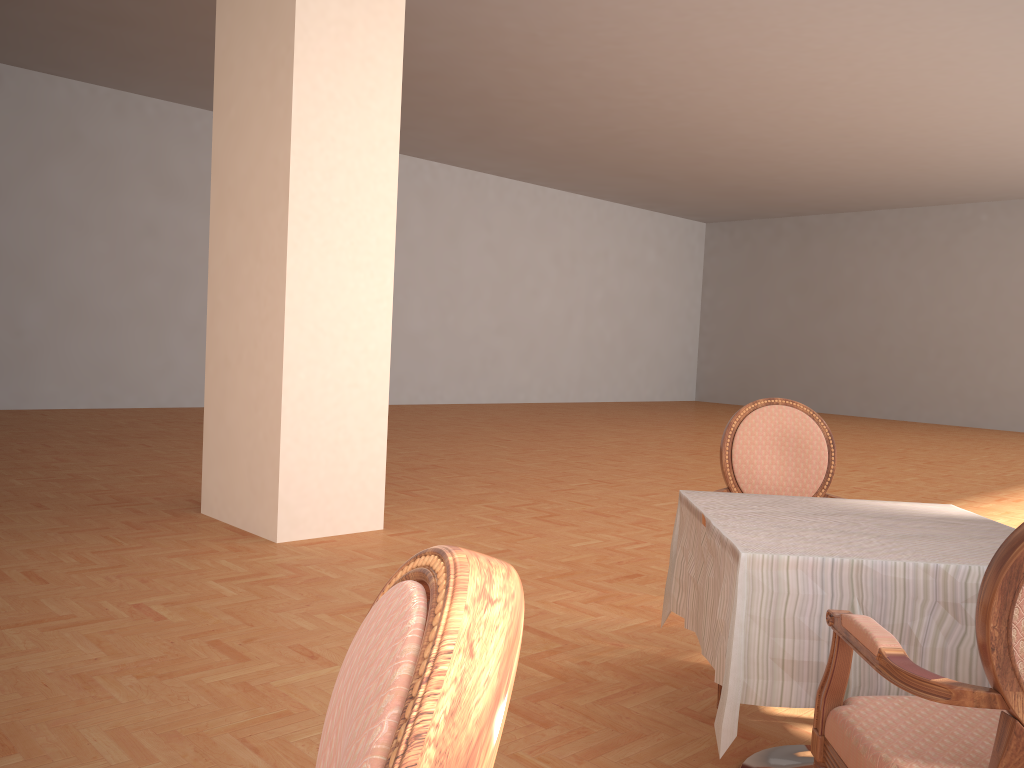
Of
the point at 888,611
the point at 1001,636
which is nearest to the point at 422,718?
the point at 1001,636

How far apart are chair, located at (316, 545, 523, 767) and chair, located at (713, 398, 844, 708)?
2.43m

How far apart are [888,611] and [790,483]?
1.2 meters

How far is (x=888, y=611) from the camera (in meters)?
1.75

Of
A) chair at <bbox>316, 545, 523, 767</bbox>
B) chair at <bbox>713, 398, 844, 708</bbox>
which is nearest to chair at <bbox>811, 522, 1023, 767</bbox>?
chair at <bbox>316, 545, 523, 767</bbox>

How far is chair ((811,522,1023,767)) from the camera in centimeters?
121cm

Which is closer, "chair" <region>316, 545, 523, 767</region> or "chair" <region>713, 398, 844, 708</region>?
"chair" <region>316, 545, 523, 767</region>

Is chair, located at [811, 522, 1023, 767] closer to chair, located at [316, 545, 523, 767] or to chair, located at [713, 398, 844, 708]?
chair, located at [316, 545, 523, 767]

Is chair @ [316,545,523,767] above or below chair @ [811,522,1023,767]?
above

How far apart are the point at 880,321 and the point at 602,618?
15.28m
